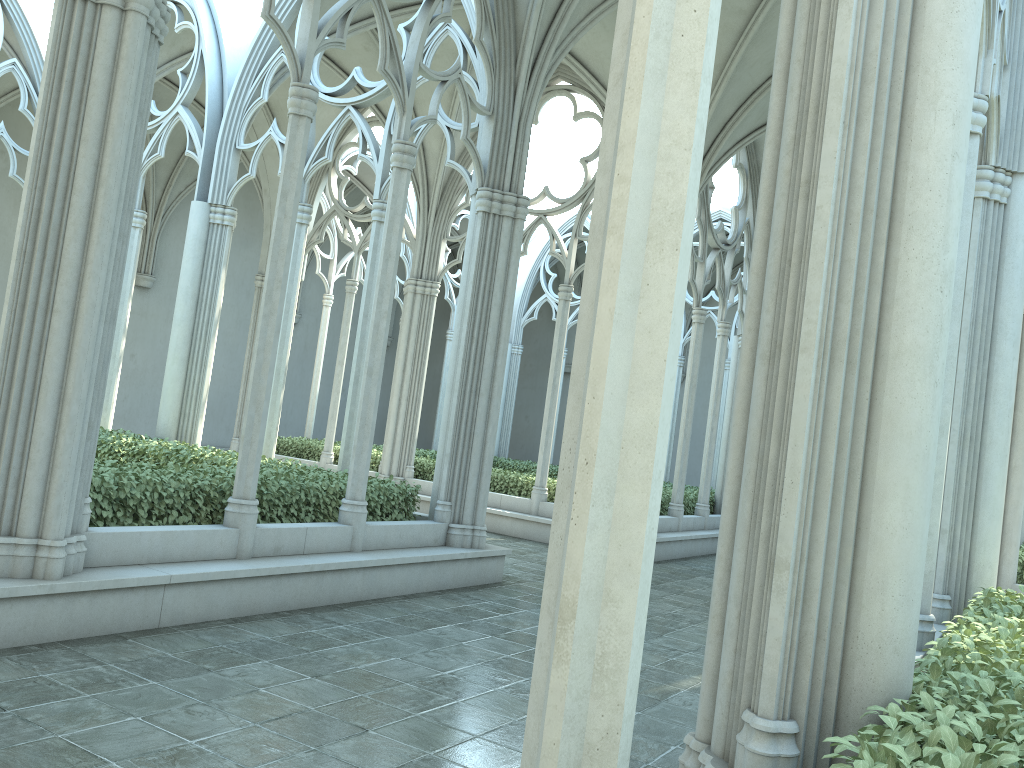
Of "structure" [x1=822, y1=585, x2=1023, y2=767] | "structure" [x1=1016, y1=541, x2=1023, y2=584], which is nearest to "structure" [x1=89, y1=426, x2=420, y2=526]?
"structure" [x1=822, y1=585, x2=1023, y2=767]

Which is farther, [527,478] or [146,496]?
[527,478]

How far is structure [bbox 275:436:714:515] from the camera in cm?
1474

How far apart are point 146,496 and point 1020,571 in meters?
10.0

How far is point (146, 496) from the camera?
6.5m

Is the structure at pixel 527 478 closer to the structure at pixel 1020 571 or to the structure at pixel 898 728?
the structure at pixel 1020 571

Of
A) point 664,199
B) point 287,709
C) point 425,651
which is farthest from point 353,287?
point 664,199

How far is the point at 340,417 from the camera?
26.0m

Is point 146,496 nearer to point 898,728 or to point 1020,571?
point 898,728

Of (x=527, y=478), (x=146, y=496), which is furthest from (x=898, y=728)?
(x=527, y=478)
